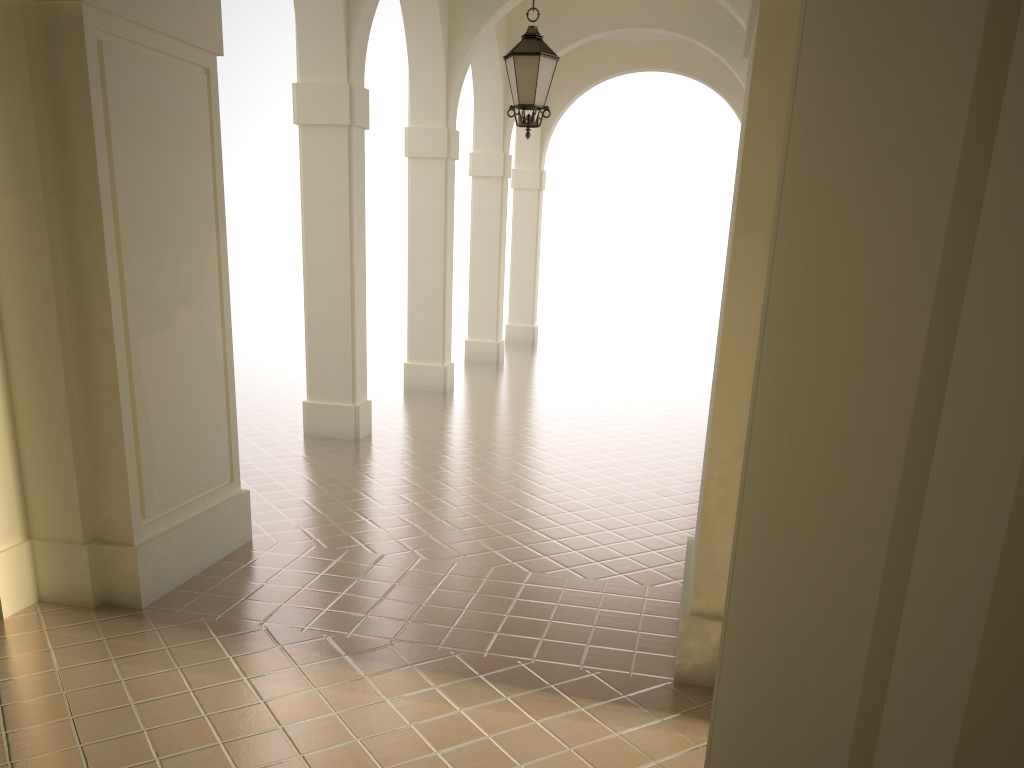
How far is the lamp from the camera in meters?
7.9

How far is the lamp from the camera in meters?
7.9 m

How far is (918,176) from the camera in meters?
0.5
